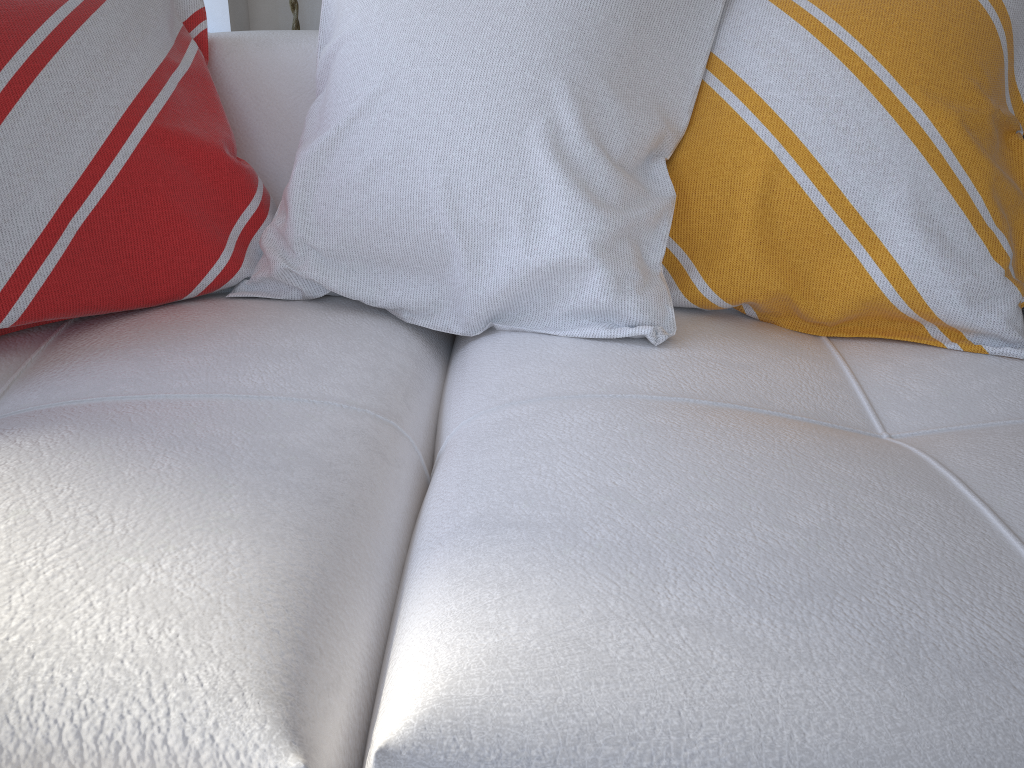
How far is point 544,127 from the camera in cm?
91

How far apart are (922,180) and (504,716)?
0.7m

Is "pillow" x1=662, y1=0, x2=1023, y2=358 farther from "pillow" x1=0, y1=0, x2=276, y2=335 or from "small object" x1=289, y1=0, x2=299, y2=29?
"small object" x1=289, y1=0, x2=299, y2=29

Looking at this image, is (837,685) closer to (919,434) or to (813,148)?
(919,434)

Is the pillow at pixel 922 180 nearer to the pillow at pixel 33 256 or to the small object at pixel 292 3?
the pillow at pixel 33 256

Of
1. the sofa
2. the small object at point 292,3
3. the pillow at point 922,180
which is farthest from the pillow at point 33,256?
the small object at point 292,3

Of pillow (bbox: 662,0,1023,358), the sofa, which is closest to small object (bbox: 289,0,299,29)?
the sofa

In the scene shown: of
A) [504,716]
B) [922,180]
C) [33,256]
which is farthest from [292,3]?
[504,716]

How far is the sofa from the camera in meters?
0.5 m

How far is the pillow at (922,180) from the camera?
0.90m
